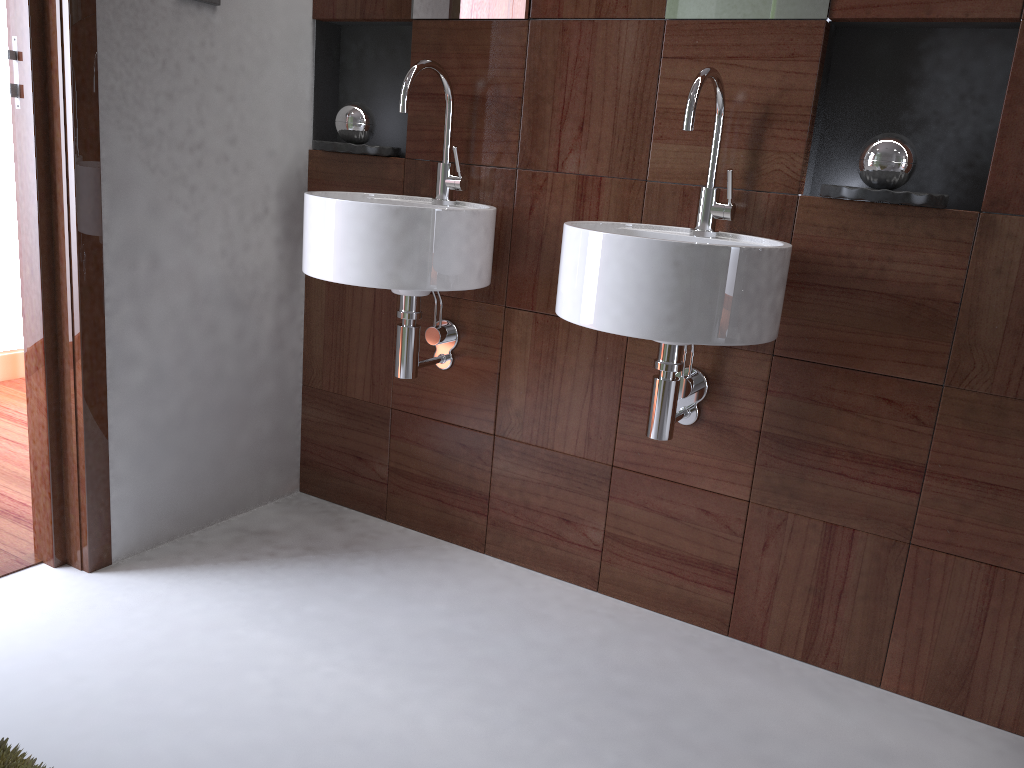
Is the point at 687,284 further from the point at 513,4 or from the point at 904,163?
the point at 513,4

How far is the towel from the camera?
0.7m

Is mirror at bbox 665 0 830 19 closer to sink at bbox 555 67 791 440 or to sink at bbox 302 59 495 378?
sink at bbox 555 67 791 440

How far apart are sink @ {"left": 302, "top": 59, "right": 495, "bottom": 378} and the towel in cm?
116

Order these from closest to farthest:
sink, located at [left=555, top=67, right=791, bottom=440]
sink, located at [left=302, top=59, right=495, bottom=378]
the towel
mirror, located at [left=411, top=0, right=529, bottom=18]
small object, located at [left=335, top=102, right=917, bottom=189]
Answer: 1. the towel
2. sink, located at [left=555, top=67, right=791, bottom=440]
3. small object, located at [left=335, top=102, right=917, bottom=189]
4. sink, located at [left=302, top=59, right=495, bottom=378]
5. mirror, located at [left=411, top=0, right=529, bottom=18]

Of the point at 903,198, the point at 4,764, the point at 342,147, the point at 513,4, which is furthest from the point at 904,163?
the point at 4,764

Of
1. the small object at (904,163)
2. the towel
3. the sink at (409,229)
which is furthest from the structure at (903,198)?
the towel

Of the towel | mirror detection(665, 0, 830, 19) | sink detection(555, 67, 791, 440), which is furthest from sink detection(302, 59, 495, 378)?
the towel

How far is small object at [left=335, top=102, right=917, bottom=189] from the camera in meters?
1.6

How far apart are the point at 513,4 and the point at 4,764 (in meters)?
1.73
